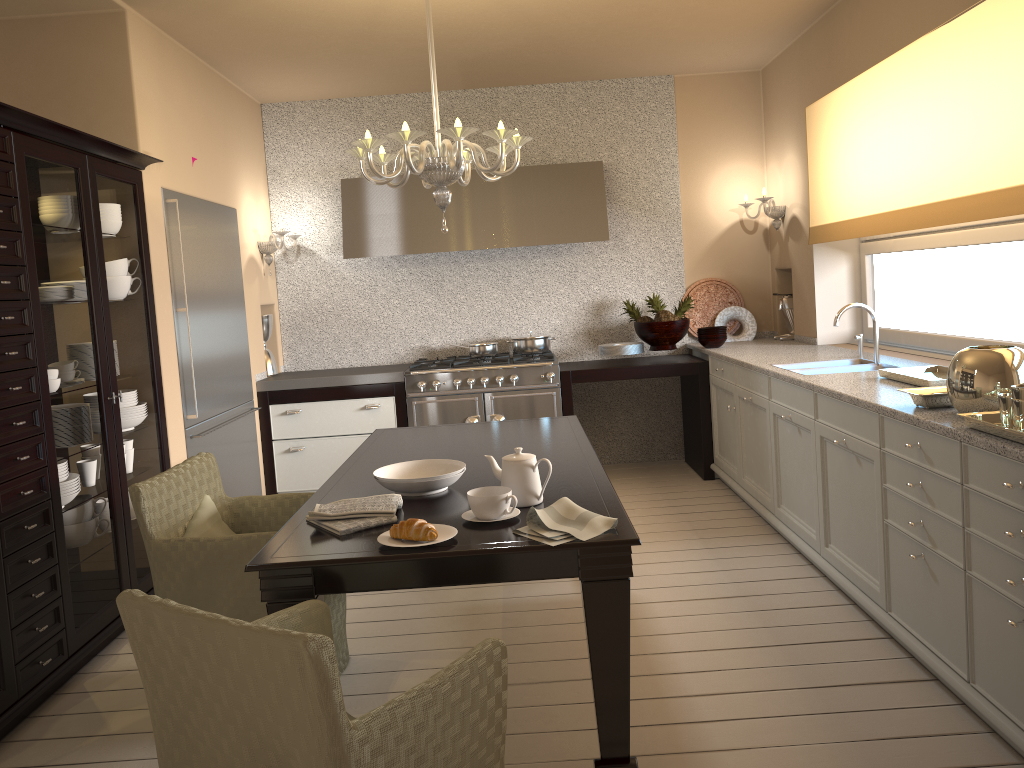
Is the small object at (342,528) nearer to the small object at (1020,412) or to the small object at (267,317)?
the small object at (1020,412)

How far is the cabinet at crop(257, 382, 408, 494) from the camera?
5.3 meters

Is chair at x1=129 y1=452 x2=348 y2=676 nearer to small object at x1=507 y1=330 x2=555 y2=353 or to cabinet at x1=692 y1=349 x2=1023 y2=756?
cabinet at x1=692 y1=349 x2=1023 y2=756

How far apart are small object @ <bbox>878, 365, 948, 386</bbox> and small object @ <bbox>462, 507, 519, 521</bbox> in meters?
1.7

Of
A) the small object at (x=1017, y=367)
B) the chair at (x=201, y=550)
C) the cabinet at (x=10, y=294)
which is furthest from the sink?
the cabinet at (x=10, y=294)

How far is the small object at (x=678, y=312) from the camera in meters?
5.7 m

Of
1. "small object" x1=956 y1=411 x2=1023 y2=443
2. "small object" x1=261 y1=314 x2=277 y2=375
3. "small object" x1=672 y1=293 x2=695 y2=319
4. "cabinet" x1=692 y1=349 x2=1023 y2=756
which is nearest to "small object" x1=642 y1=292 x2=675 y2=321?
"small object" x1=672 y1=293 x2=695 y2=319

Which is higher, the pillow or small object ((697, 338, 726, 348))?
small object ((697, 338, 726, 348))

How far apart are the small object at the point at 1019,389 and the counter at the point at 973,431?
0.1 meters

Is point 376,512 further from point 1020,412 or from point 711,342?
point 711,342
